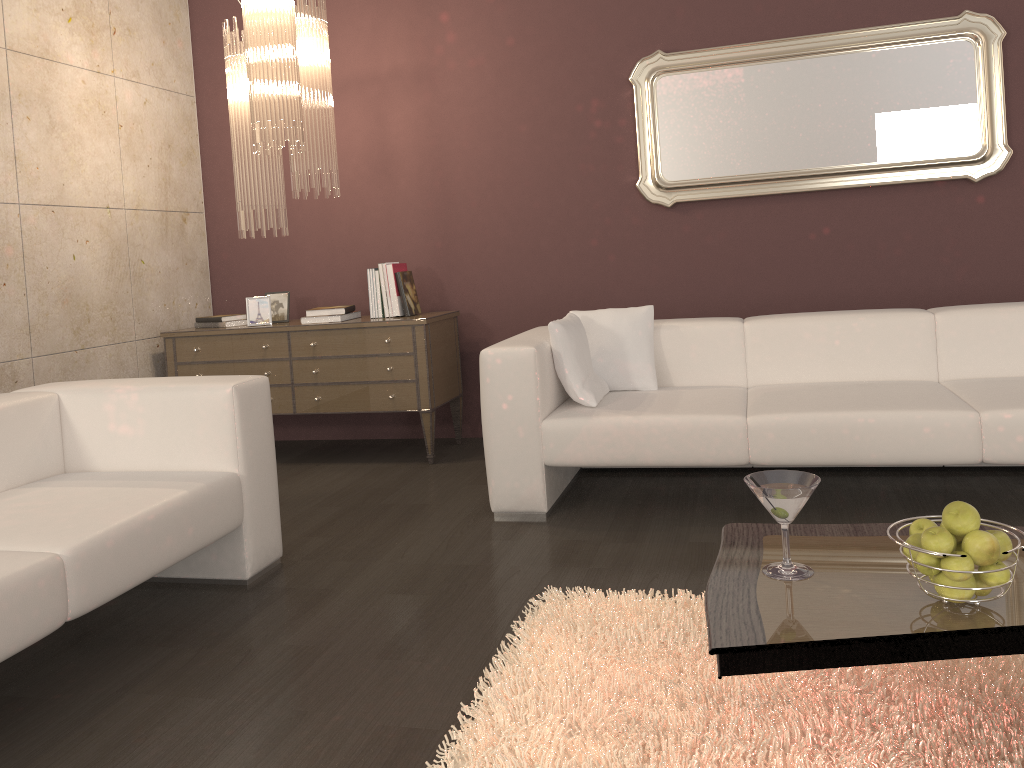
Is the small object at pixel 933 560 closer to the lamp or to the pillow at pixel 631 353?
the pillow at pixel 631 353

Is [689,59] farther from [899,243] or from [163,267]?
[163,267]

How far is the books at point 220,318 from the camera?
4.8m

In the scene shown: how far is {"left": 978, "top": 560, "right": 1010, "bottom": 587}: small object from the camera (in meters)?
1.57

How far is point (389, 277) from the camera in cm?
457

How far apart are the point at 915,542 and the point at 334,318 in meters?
3.4 m

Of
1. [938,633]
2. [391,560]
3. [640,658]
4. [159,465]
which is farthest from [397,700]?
[159,465]

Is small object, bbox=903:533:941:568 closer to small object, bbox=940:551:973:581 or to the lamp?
small object, bbox=940:551:973:581

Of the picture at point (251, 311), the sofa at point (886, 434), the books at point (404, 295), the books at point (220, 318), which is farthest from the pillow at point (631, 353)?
the books at point (220, 318)

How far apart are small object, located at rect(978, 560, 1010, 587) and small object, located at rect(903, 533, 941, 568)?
0.1 meters
